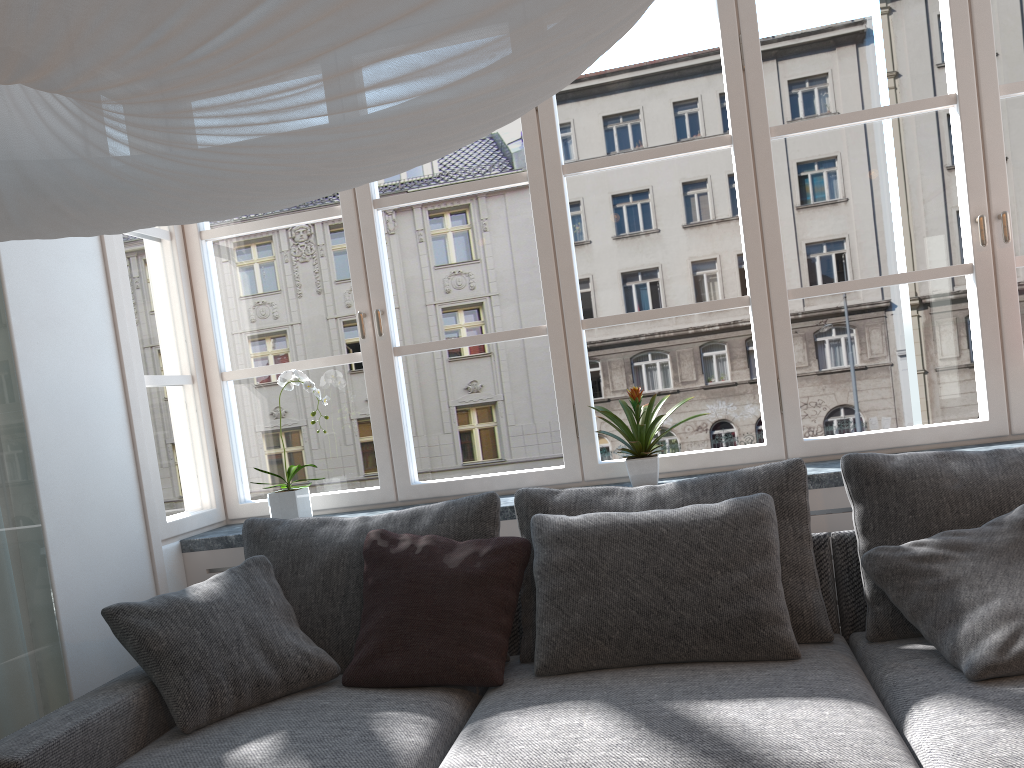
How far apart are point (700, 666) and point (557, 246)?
1.5m

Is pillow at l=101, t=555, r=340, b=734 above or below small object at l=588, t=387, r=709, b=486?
below

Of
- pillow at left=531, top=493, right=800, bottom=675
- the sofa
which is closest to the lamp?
the sofa

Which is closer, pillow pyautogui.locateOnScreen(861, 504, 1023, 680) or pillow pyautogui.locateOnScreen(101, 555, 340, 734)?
pillow pyautogui.locateOnScreen(861, 504, 1023, 680)

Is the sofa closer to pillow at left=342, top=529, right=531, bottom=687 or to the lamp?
pillow at left=342, top=529, right=531, bottom=687

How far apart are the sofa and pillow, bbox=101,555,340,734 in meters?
0.0 m

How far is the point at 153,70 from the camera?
0.7 meters

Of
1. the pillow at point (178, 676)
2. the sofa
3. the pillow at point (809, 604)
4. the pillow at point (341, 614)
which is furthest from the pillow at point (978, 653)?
the pillow at point (178, 676)

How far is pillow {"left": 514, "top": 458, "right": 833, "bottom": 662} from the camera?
2.3 meters

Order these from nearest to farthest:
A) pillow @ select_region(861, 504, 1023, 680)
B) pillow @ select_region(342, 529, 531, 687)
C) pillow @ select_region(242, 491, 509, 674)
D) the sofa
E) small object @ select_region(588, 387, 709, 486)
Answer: the sofa, pillow @ select_region(861, 504, 1023, 680), pillow @ select_region(342, 529, 531, 687), pillow @ select_region(242, 491, 509, 674), small object @ select_region(588, 387, 709, 486)
